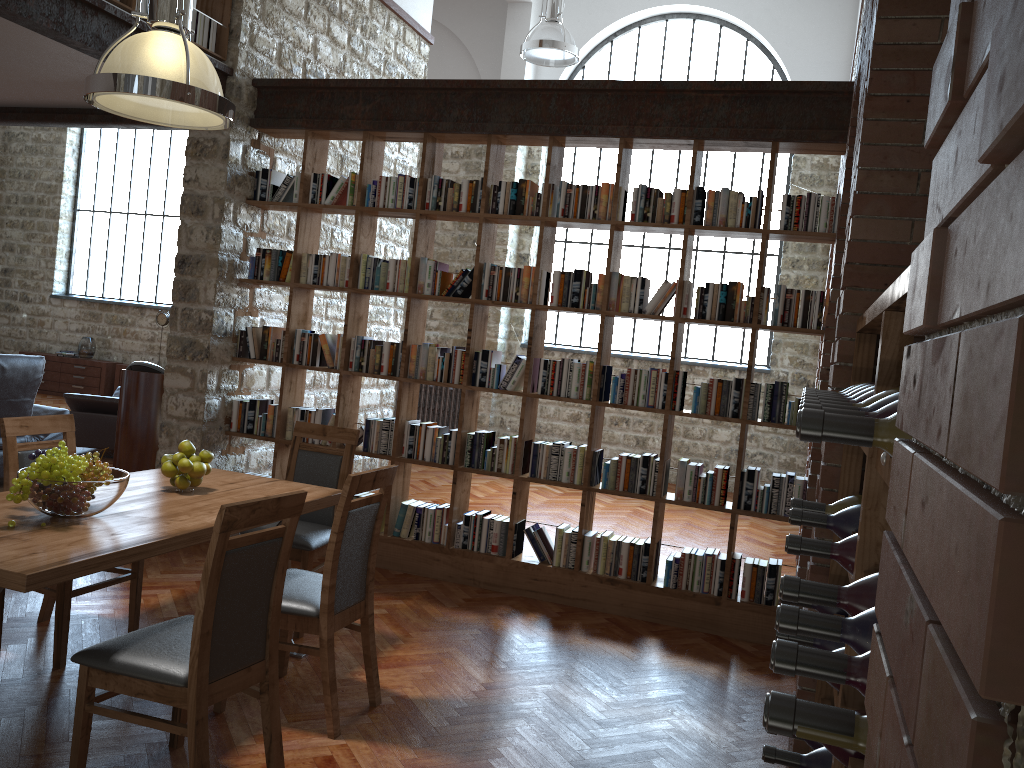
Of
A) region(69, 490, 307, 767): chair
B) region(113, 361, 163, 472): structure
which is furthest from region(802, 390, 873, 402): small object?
region(113, 361, 163, 472): structure

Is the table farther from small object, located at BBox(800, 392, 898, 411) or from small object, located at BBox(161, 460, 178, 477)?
small object, located at BBox(800, 392, 898, 411)

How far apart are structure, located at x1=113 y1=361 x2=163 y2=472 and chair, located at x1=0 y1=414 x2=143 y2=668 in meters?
2.1 m

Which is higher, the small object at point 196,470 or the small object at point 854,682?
the small object at point 854,682

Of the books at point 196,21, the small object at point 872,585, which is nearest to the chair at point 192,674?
the small object at point 872,585

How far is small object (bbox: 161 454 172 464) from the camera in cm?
374

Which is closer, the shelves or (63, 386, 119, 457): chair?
the shelves

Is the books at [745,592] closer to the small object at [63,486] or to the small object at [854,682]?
the small object at [63,486]

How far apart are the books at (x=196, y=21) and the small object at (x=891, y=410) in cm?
522

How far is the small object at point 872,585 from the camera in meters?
1.3
